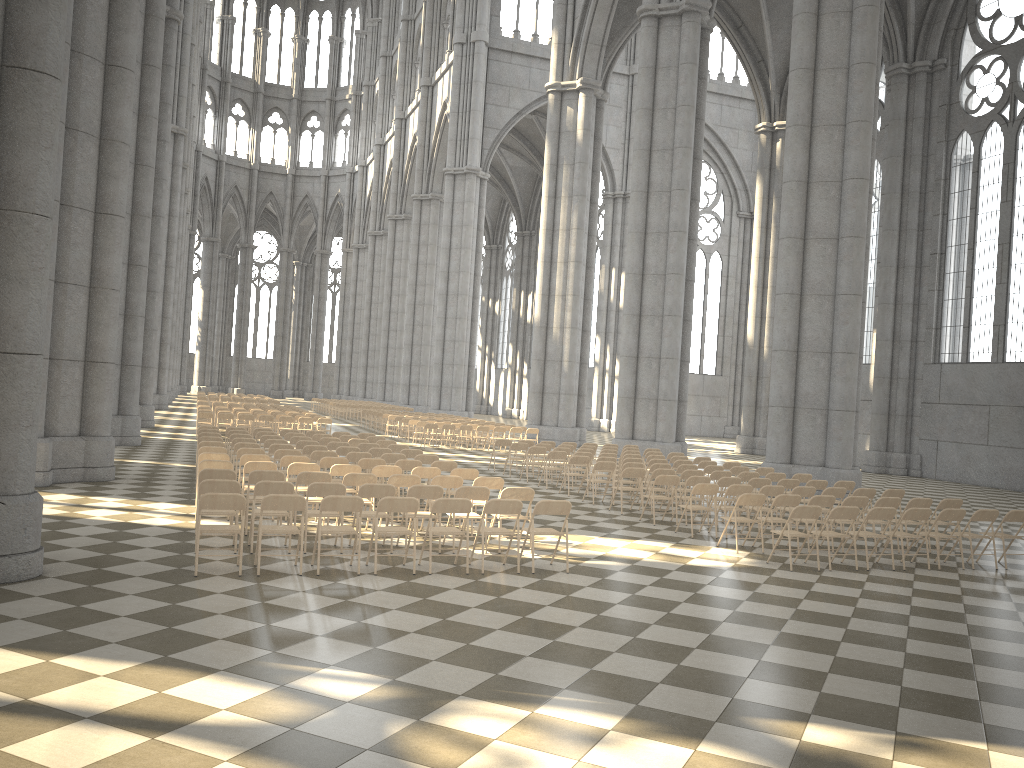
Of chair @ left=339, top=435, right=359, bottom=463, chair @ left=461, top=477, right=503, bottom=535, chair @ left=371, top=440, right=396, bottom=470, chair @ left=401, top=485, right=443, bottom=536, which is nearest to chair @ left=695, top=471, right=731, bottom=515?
chair @ left=461, top=477, right=503, bottom=535

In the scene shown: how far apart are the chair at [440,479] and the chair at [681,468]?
6.4 meters

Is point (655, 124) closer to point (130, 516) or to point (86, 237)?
point (86, 237)

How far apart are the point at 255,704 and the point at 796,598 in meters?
6.1 m

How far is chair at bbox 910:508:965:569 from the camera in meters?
11.7

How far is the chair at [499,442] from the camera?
21.83m

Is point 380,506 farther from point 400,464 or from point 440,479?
point 400,464

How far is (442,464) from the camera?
14.17m

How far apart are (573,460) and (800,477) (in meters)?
4.28

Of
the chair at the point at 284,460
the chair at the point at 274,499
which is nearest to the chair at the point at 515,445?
the chair at the point at 284,460
